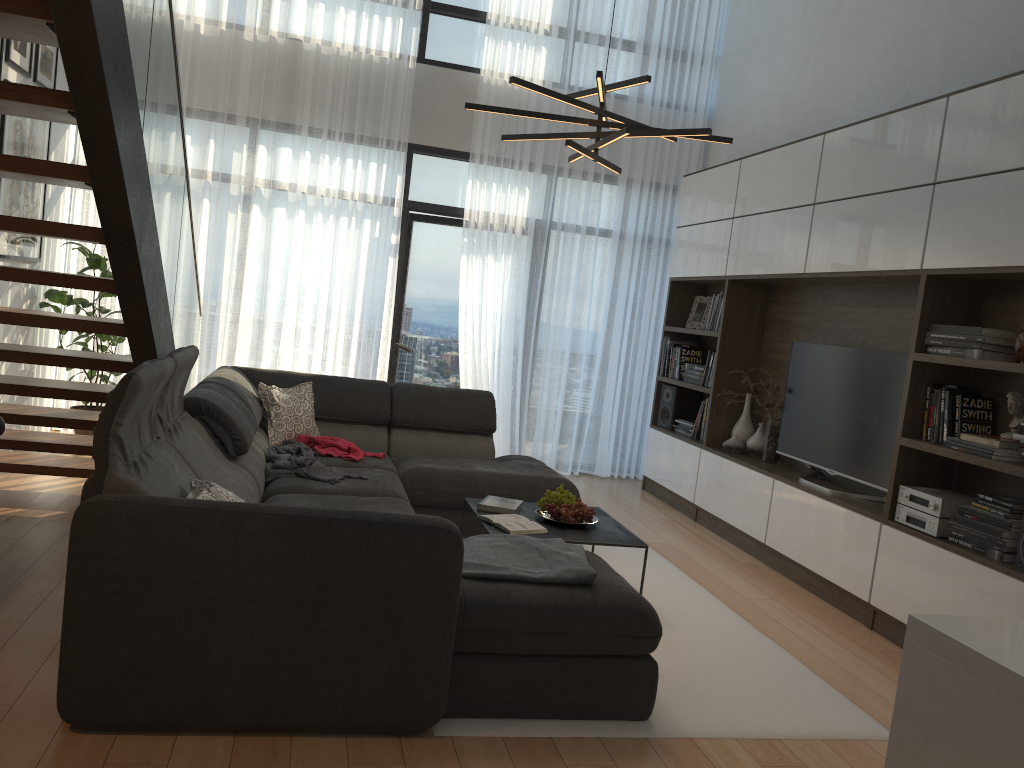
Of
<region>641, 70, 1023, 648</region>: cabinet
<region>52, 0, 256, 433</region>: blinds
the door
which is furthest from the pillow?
<region>641, 70, 1023, 648</region>: cabinet

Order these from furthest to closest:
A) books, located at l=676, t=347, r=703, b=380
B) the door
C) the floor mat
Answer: the door → books, located at l=676, t=347, r=703, b=380 → the floor mat

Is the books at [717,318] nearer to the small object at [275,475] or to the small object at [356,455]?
the small object at [356,455]

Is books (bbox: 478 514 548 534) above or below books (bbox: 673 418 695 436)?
below

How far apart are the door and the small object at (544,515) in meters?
3.4 m

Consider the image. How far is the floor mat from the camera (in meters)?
2.83

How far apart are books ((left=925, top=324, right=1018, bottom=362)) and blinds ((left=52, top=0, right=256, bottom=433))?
4.74m

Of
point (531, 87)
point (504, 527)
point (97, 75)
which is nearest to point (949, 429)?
point (504, 527)

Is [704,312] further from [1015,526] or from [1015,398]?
[1015,526]

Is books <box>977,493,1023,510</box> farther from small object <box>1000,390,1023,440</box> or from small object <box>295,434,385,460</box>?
small object <box>295,434,385,460</box>
